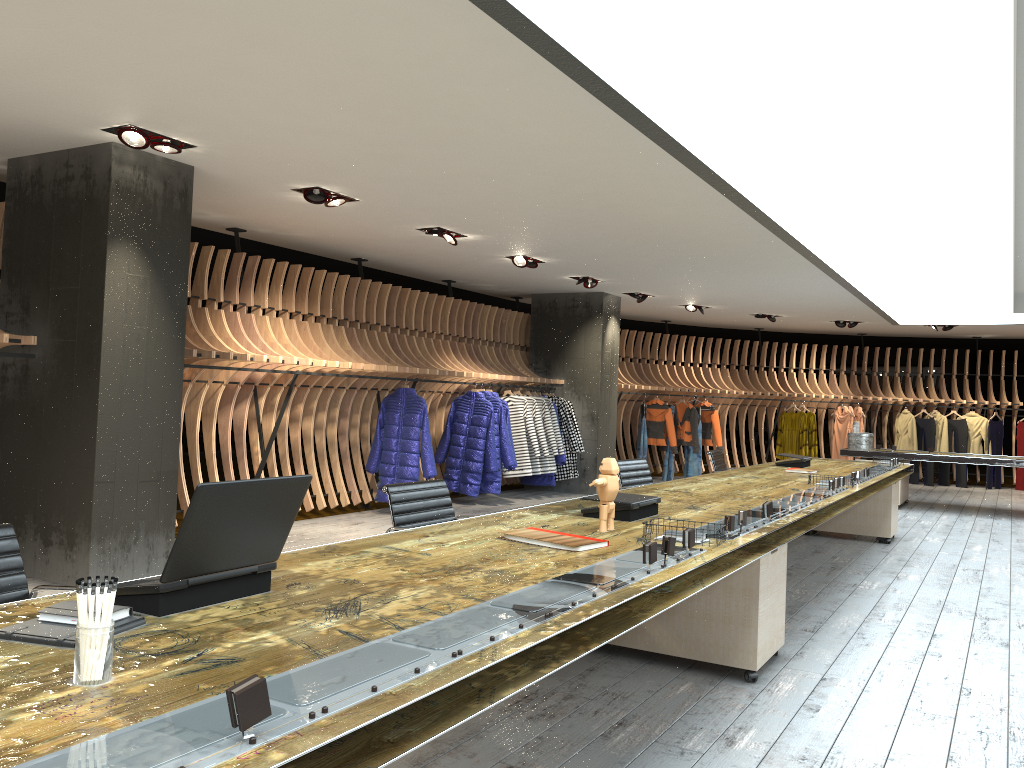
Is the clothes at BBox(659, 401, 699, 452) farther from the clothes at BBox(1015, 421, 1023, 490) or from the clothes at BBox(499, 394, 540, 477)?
the clothes at BBox(1015, 421, 1023, 490)

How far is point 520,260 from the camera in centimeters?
943cm

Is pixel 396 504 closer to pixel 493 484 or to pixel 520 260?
pixel 520 260

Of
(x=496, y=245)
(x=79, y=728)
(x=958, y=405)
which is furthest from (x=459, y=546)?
(x=958, y=405)

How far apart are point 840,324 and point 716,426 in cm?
266

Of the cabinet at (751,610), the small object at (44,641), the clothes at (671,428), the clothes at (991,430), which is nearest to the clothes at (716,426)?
the clothes at (671,428)

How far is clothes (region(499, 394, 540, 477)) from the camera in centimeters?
1103cm

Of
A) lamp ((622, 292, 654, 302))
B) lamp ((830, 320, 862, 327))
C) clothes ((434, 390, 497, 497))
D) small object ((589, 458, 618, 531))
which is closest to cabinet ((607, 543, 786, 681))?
small object ((589, 458, 618, 531))

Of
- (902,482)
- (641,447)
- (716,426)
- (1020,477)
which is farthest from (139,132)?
(1020,477)

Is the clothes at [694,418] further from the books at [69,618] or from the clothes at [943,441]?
the books at [69,618]
